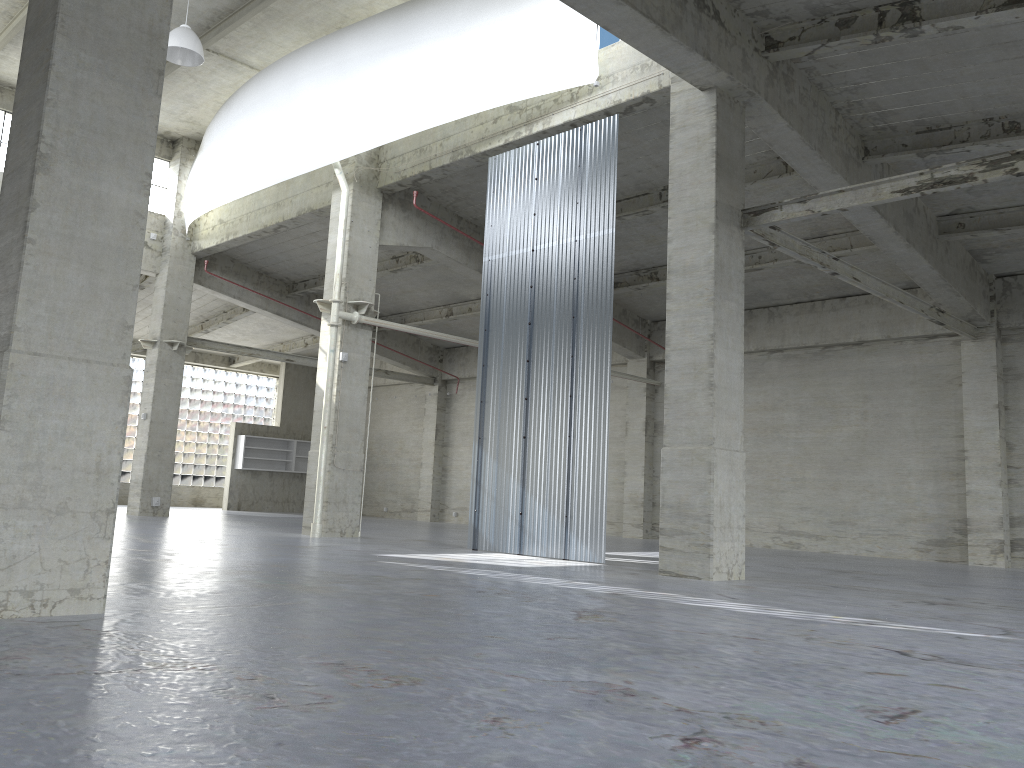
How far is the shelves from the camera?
47.7 meters

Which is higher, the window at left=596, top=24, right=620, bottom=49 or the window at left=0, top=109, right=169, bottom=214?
the window at left=0, top=109, right=169, bottom=214

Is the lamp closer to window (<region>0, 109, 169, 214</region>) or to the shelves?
window (<region>0, 109, 169, 214</region>)

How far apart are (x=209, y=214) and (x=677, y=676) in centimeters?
3250cm

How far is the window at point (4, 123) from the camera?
32.6m

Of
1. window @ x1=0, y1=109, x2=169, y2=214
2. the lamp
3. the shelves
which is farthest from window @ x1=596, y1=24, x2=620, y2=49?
the shelves

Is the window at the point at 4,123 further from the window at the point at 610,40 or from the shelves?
the window at the point at 610,40

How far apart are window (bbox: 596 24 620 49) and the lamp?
10.4 meters

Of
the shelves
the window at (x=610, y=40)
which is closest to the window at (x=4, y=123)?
the shelves

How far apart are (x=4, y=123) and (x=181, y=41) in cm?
1401
